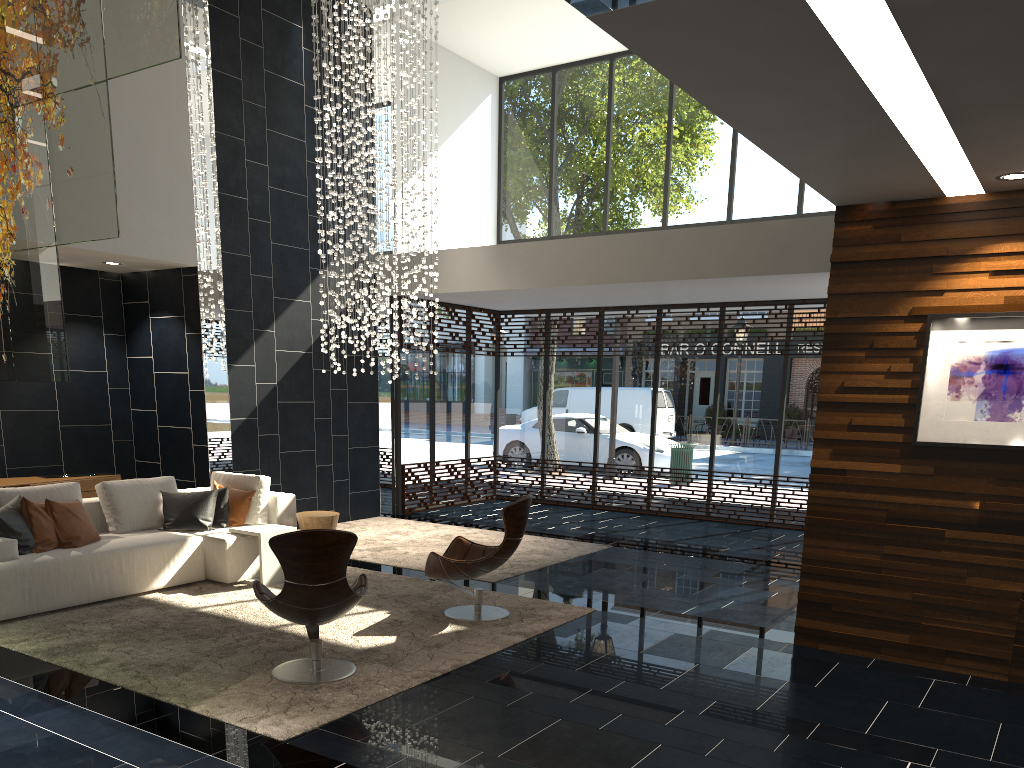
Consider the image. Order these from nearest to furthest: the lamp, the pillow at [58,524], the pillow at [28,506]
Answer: the pillow at [28,506] → the pillow at [58,524] → the lamp

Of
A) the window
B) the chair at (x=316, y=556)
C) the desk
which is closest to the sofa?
the desk

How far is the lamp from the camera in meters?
9.1

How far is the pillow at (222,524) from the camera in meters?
7.5

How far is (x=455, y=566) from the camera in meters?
6.1 m

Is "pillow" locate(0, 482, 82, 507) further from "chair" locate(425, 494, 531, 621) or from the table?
"chair" locate(425, 494, 531, 621)

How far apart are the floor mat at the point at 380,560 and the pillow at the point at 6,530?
3.0 meters

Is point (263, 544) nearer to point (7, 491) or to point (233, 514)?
point (233, 514)

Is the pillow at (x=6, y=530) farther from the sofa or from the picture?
the picture

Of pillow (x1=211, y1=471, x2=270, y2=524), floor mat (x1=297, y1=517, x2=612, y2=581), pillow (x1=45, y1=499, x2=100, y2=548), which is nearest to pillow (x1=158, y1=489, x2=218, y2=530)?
pillow (x1=211, y1=471, x2=270, y2=524)
